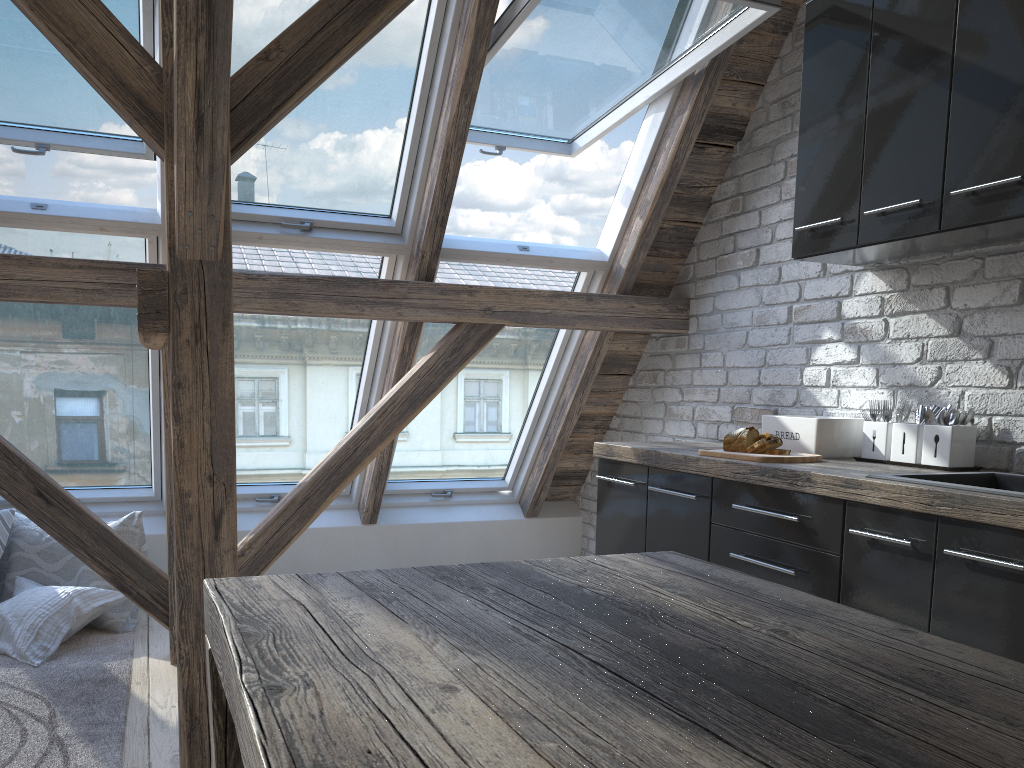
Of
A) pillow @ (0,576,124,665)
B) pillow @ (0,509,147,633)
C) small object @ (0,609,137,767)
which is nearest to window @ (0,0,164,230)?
pillow @ (0,509,147,633)

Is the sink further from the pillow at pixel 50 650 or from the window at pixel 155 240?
the pillow at pixel 50 650

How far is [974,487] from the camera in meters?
2.0 m

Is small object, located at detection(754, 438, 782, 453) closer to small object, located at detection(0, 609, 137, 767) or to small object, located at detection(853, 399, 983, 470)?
small object, located at detection(853, 399, 983, 470)

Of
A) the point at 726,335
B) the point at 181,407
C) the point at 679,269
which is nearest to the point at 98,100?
the point at 181,407

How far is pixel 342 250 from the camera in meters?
3.6 m

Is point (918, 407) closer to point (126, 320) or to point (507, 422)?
point (507, 422)

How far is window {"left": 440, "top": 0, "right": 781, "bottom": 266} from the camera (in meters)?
3.05

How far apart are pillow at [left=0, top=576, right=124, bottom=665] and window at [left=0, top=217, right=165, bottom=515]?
0.48m

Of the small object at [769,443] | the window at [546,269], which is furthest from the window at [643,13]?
the small object at [769,443]
